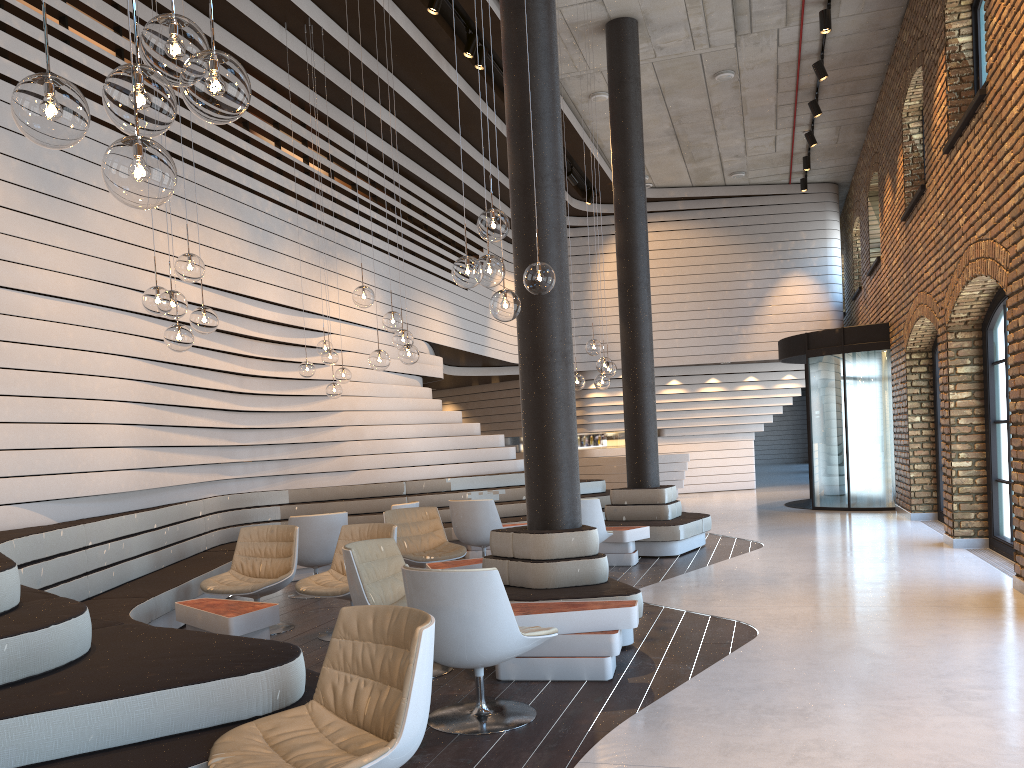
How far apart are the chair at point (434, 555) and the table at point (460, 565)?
0.5 meters

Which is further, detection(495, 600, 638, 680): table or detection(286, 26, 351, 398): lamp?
detection(286, 26, 351, 398): lamp

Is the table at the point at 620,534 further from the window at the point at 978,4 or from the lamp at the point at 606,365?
the window at the point at 978,4

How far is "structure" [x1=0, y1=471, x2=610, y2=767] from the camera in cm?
275

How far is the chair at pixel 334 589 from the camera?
5.9 meters

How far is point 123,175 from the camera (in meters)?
2.09

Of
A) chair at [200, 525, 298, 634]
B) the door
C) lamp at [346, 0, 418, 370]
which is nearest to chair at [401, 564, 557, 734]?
chair at [200, 525, 298, 634]

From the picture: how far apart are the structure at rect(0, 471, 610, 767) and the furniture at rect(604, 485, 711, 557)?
1.17m

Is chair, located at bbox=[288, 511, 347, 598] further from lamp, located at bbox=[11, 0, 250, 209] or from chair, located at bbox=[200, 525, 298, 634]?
lamp, located at bbox=[11, 0, 250, 209]

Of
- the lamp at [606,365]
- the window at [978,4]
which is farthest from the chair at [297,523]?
the window at [978,4]
